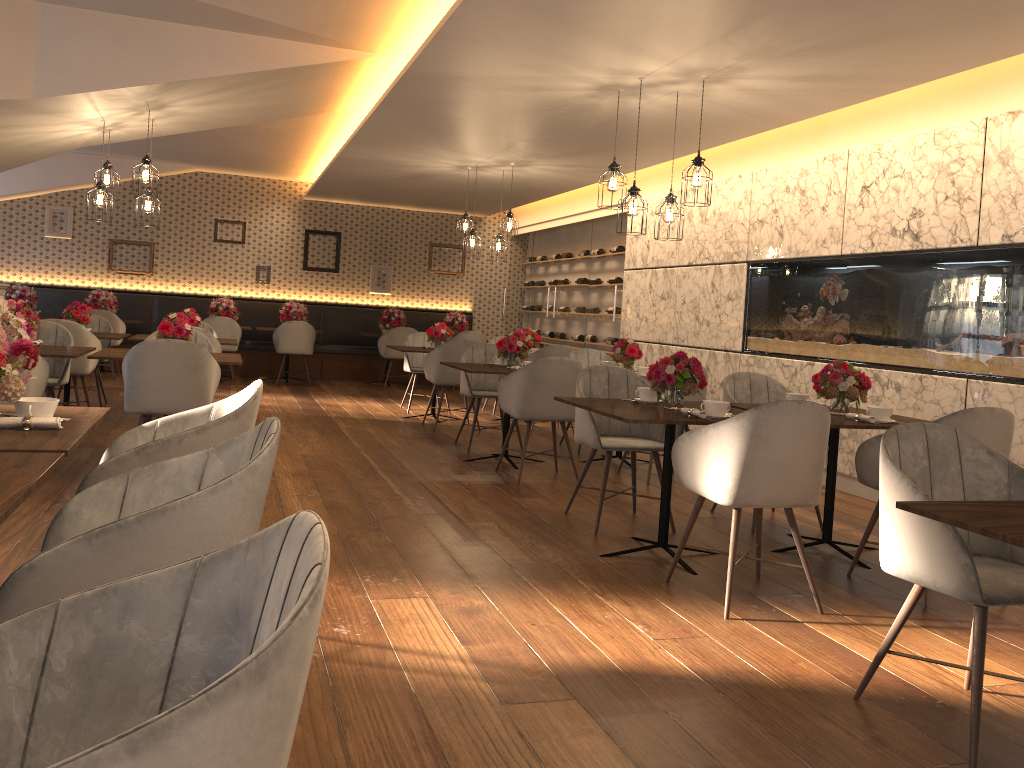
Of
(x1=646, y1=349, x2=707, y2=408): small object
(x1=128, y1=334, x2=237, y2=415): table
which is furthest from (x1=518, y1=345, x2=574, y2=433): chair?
(x1=646, y1=349, x2=707, y2=408): small object

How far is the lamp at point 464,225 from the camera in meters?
9.3

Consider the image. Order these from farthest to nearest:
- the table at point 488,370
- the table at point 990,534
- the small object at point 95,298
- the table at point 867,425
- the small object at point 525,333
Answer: the small object at point 95,298 < the small object at point 525,333 < the table at point 488,370 < the table at point 867,425 < the table at point 990,534

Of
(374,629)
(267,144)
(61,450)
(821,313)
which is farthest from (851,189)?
(267,144)

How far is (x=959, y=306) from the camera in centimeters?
546cm

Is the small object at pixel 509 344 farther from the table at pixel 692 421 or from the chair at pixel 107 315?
the chair at pixel 107 315

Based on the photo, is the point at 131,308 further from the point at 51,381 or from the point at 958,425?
the point at 958,425

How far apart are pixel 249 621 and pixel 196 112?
6.5m

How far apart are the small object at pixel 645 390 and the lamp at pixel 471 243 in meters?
4.8

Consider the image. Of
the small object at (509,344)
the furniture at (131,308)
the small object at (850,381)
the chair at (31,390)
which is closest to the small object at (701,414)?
the small object at (850,381)
